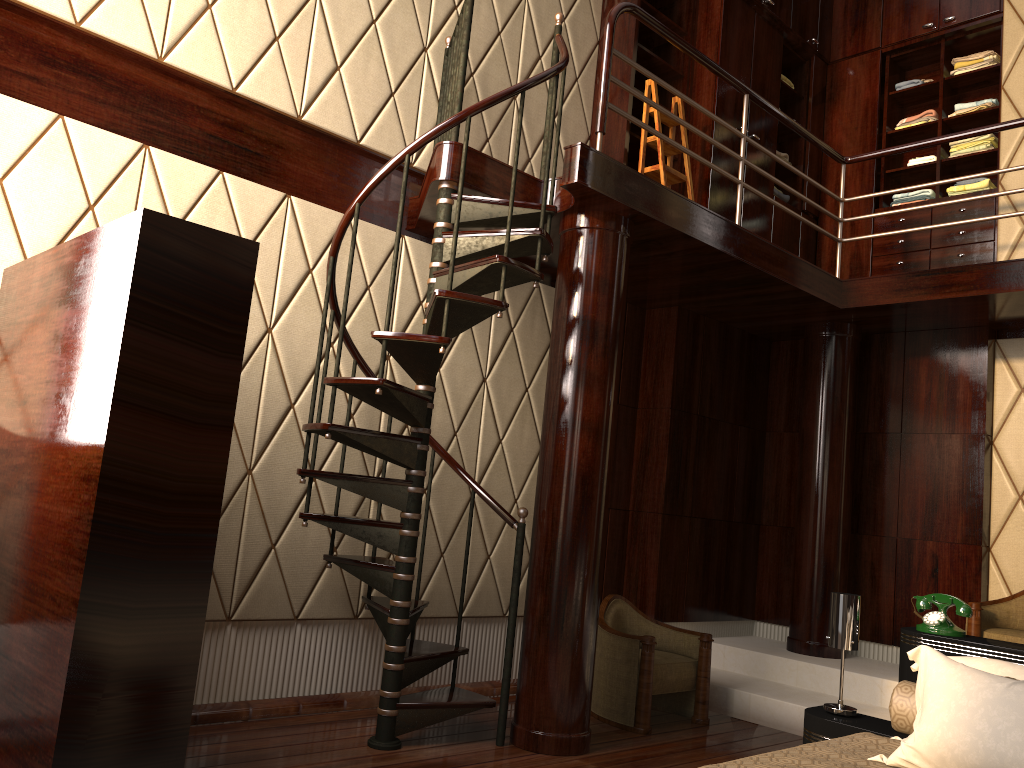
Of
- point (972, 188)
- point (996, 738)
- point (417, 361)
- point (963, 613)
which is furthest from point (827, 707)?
point (972, 188)

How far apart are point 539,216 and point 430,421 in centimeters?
97cm

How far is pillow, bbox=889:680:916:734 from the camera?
2.7m

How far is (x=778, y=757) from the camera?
2.2m

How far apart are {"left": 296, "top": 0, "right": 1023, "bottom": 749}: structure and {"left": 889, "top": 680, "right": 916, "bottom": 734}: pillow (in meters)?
1.43

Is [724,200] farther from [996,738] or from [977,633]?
[996,738]

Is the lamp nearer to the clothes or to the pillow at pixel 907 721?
the pillow at pixel 907 721

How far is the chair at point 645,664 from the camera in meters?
4.0

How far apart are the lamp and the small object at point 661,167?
2.5 meters

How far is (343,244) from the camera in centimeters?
393cm
